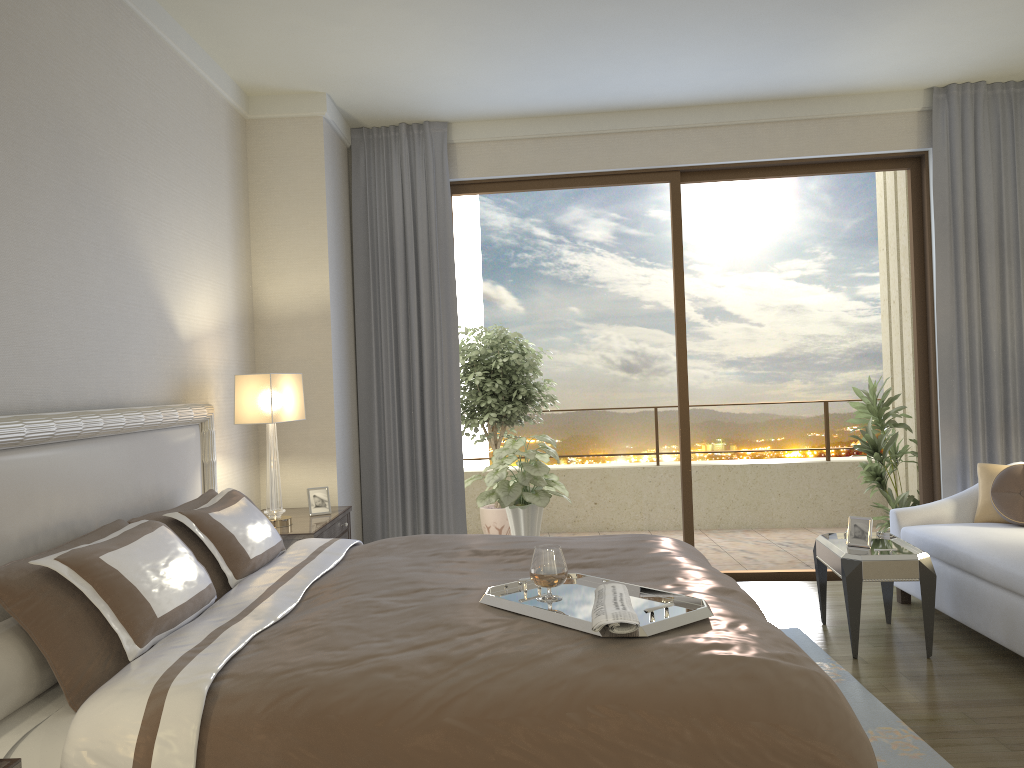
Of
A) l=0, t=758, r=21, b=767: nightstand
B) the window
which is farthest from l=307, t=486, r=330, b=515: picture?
l=0, t=758, r=21, b=767: nightstand

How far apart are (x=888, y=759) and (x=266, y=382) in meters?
3.1

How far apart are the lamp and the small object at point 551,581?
2.1m

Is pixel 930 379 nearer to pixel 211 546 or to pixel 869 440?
pixel 869 440

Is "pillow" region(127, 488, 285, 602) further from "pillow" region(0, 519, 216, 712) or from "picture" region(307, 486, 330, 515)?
"picture" region(307, 486, 330, 515)

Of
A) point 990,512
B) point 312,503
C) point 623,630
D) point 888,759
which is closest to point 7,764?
point 623,630

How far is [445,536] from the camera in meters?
3.7 m

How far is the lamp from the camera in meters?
4.3 m

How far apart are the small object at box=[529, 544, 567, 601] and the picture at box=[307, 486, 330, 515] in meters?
2.5 m

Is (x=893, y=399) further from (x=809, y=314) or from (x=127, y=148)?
(x=127, y=148)
